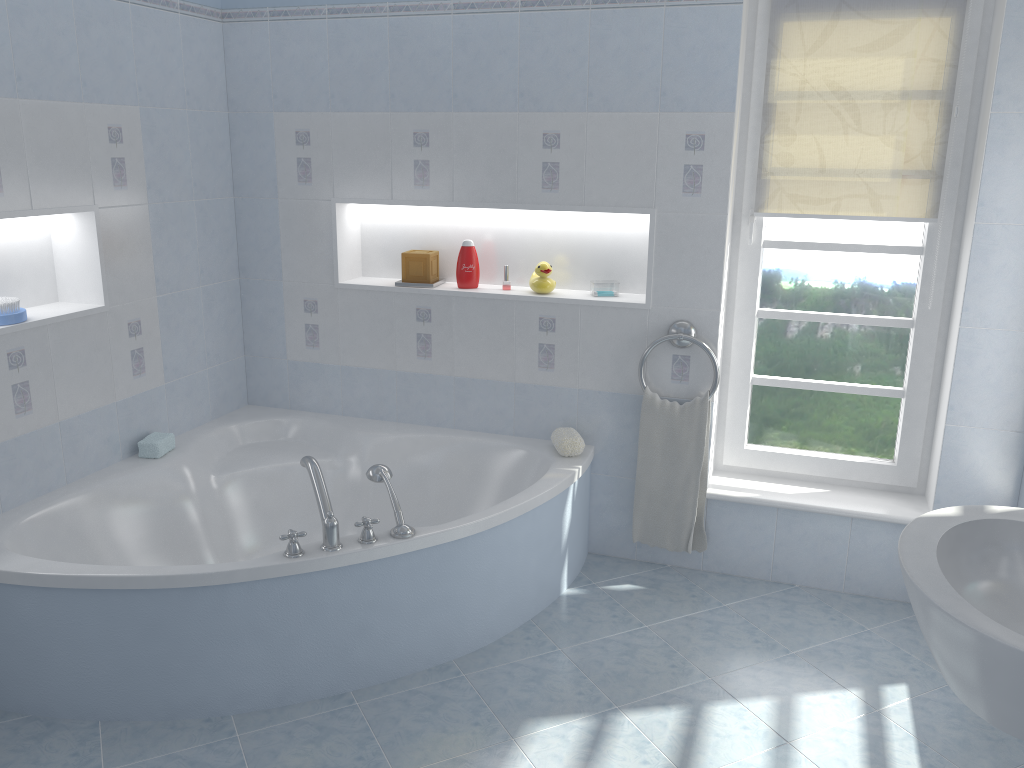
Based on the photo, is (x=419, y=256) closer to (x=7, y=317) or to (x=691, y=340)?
(x=691, y=340)

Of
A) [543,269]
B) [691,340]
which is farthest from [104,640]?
[691,340]

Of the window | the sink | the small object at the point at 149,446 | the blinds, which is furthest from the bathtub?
the sink

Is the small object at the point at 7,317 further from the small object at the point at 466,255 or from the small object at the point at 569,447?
the small object at the point at 569,447

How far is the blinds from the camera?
2.88m

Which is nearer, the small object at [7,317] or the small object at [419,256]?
the small object at [7,317]

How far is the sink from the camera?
1.36m

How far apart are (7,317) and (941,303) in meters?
3.0 m

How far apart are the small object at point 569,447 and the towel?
0.2m

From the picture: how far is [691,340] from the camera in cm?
312
